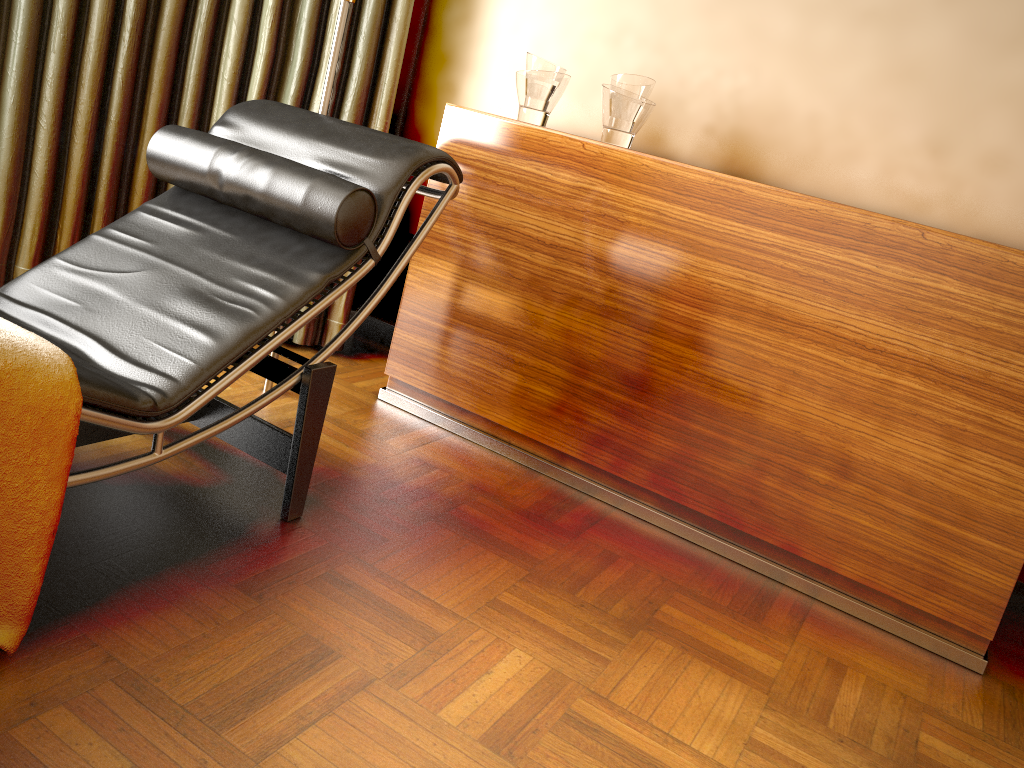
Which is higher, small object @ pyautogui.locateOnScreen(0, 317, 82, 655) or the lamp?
the lamp

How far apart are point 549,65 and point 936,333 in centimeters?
120cm

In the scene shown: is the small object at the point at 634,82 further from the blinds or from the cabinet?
the blinds

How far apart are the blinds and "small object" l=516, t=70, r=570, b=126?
0.5m

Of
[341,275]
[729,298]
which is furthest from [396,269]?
[729,298]

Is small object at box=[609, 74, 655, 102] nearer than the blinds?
Yes

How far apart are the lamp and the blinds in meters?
0.4

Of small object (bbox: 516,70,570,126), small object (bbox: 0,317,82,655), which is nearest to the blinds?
small object (bbox: 516,70,570,126)

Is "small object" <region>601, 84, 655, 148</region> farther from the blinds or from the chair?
the blinds

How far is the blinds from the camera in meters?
2.5 m
